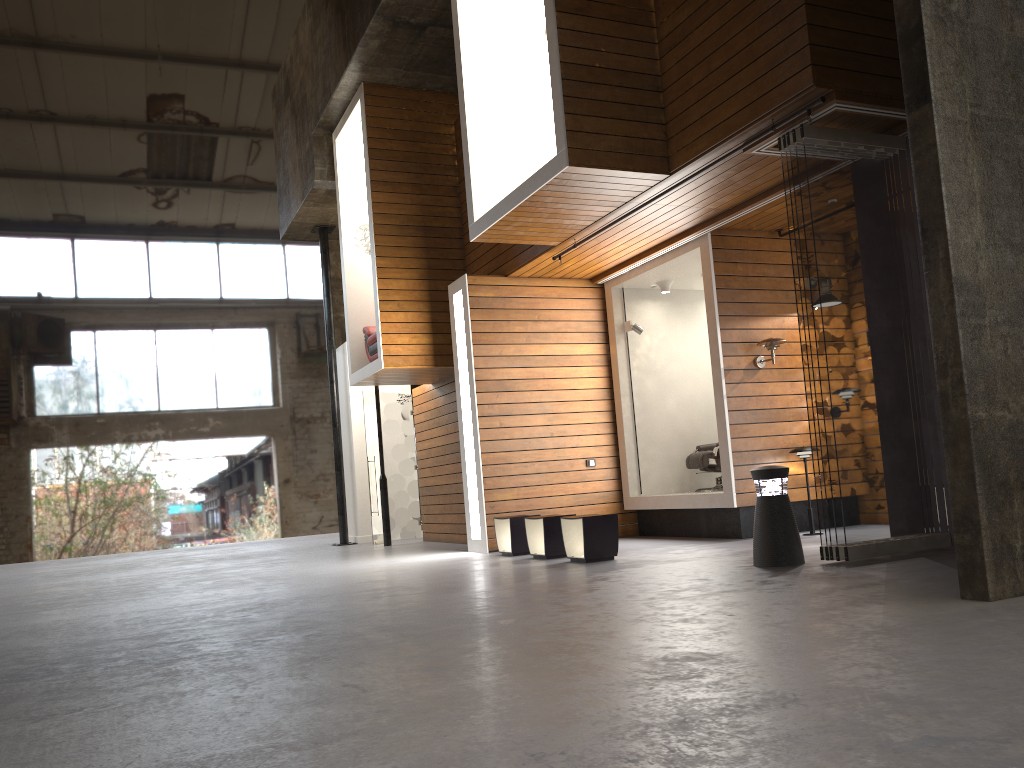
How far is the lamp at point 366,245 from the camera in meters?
11.4

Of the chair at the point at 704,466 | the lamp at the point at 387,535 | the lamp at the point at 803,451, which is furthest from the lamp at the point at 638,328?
the lamp at the point at 387,535

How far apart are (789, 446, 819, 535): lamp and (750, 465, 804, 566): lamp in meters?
2.3 m

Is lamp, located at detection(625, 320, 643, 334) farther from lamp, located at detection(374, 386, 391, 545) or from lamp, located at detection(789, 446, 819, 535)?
lamp, located at detection(374, 386, 391, 545)

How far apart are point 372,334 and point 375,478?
2.76m

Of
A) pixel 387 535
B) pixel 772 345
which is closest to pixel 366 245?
pixel 387 535

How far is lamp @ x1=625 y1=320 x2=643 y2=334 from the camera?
10.24m

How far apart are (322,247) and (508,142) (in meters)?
6.36

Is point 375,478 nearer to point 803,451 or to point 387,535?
point 387,535

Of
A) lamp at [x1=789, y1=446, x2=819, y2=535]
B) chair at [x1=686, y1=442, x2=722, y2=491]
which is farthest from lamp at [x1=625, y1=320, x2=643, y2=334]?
lamp at [x1=789, y1=446, x2=819, y2=535]
